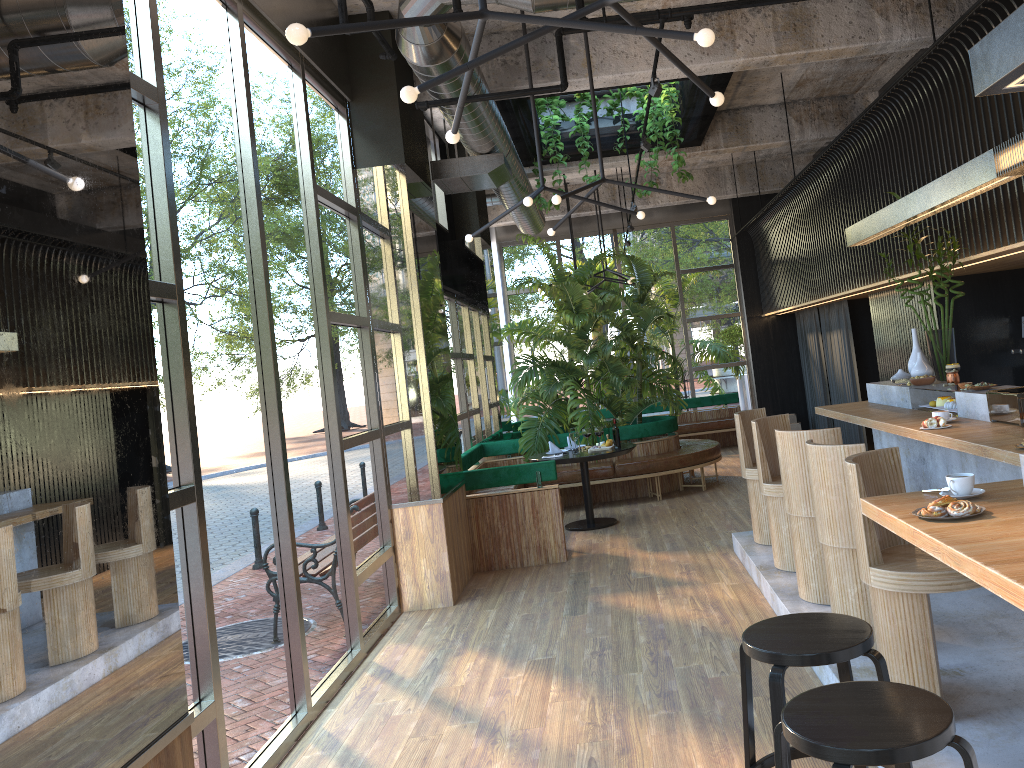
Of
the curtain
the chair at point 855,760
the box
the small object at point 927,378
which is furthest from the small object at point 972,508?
the box

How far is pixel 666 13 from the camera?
4.25m

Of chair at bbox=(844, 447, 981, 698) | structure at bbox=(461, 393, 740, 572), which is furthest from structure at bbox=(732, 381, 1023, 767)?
structure at bbox=(461, 393, 740, 572)

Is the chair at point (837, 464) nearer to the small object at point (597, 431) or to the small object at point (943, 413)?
the small object at point (943, 413)

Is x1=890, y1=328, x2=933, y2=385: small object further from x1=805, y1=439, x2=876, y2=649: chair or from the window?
the window

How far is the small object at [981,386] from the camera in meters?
5.2 m

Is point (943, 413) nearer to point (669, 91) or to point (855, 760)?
point (855, 760)

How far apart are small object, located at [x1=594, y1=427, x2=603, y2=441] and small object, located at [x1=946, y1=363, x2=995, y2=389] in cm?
243

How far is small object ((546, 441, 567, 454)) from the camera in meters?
9.1 m

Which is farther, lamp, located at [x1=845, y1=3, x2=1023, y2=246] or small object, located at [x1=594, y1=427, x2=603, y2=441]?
small object, located at [x1=594, y1=427, x2=603, y2=441]
